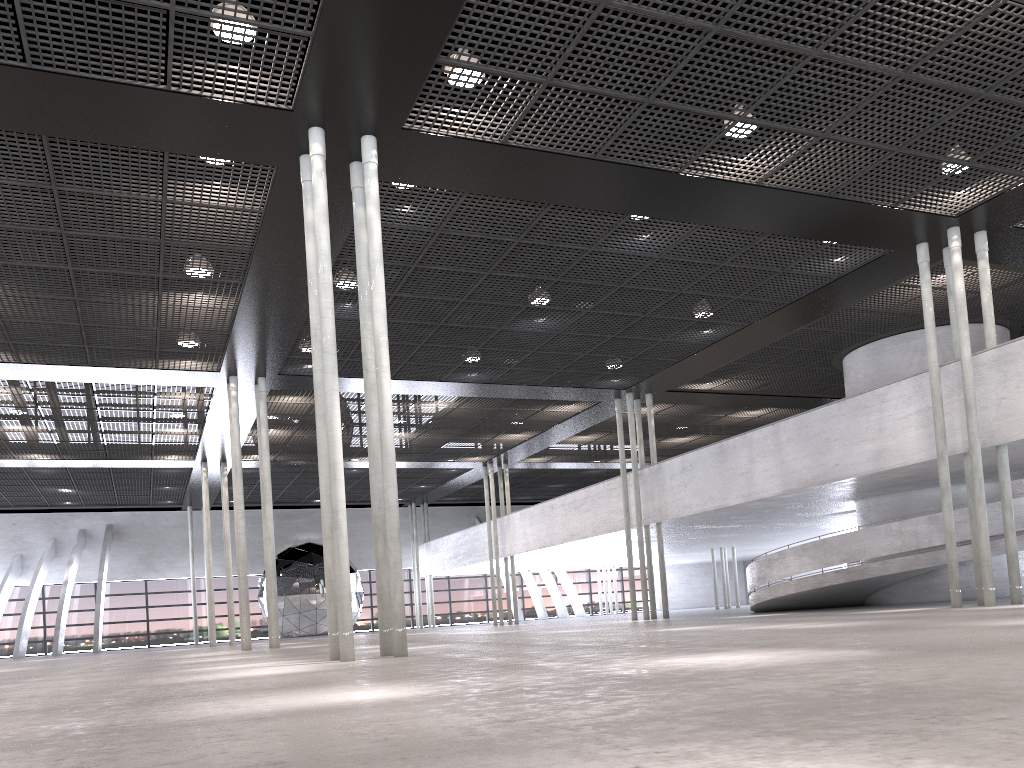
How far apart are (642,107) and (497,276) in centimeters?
520cm

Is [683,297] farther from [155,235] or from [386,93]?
[155,235]
